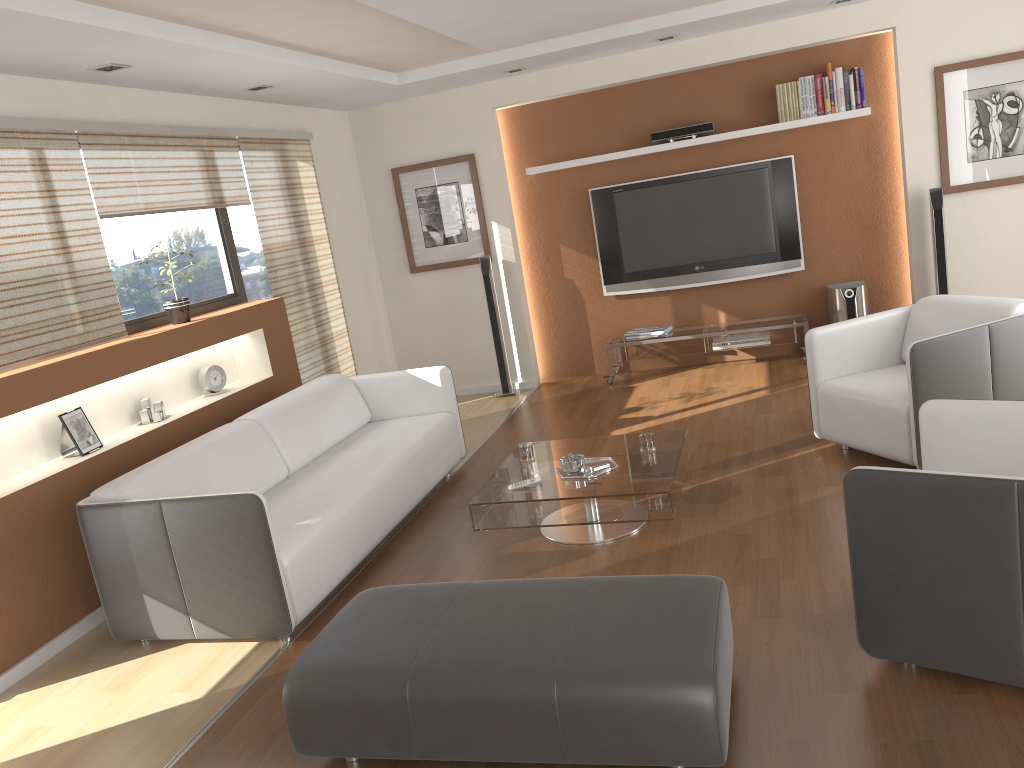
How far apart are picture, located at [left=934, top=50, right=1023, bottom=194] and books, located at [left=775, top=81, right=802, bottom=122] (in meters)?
0.93

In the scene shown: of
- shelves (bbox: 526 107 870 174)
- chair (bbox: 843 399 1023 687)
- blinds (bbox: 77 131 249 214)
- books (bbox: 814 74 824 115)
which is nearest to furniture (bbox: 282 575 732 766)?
chair (bbox: 843 399 1023 687)

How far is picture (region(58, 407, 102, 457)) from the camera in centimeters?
421cm

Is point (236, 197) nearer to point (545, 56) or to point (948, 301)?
point (545, 56)

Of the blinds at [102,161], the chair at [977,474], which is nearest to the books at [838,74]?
the chair at [977,474]

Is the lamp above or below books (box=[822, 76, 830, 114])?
above

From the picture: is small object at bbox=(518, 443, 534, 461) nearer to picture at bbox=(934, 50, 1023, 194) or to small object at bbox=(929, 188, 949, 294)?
small object at bbox=(929, 188, 949, 294)

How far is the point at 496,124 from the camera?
7.19m

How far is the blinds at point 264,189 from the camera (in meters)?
6.01

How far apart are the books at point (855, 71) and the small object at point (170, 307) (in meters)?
4.86
